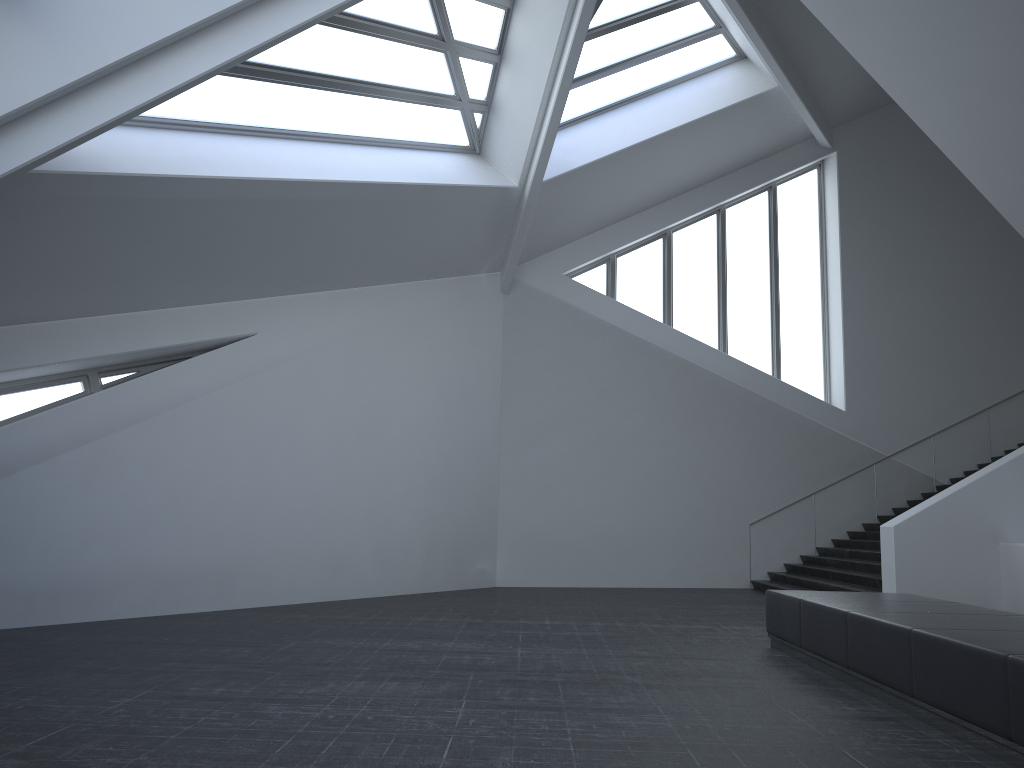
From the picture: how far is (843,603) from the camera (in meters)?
7.65

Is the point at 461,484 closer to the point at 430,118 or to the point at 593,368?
the point at 593,368

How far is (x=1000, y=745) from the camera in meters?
4.7 m

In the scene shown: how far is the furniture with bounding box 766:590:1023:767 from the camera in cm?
474

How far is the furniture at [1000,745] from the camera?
4.7 meters
